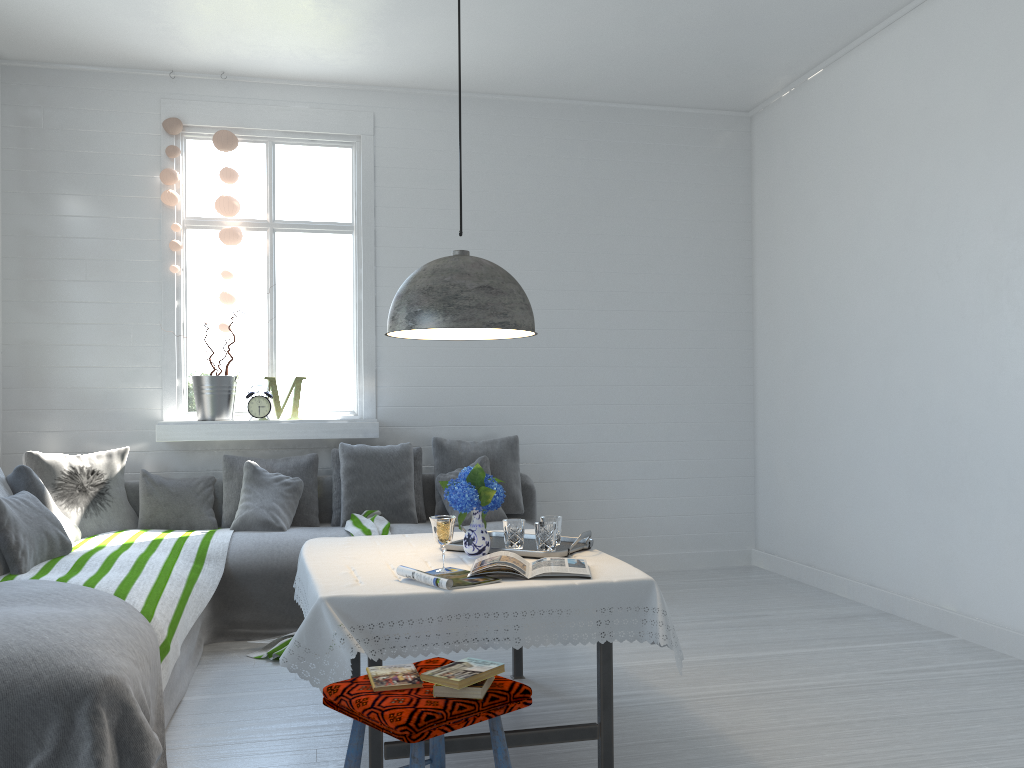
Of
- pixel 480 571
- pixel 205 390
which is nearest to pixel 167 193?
pixel 205 390

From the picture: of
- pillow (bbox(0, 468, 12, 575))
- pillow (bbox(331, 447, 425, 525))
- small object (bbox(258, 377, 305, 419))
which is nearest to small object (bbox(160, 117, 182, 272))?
small object (bbox(258, 377, 305, 419))

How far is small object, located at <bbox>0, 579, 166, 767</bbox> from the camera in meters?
2.7 m

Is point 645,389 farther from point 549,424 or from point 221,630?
point 221,630

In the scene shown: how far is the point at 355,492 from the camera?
5.8m

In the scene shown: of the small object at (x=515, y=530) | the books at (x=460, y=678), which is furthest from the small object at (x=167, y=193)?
the books at (x=460, y=678)

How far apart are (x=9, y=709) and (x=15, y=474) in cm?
223

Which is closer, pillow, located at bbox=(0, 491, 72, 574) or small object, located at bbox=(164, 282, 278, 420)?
pillow, located at bbox=(0, 491, 72, 574)

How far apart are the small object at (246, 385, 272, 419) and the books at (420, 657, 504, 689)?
4.1 meters

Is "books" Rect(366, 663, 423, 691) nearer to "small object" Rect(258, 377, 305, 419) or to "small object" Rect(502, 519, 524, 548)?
A: "small object" Rect(502, 519, 524, 548)
